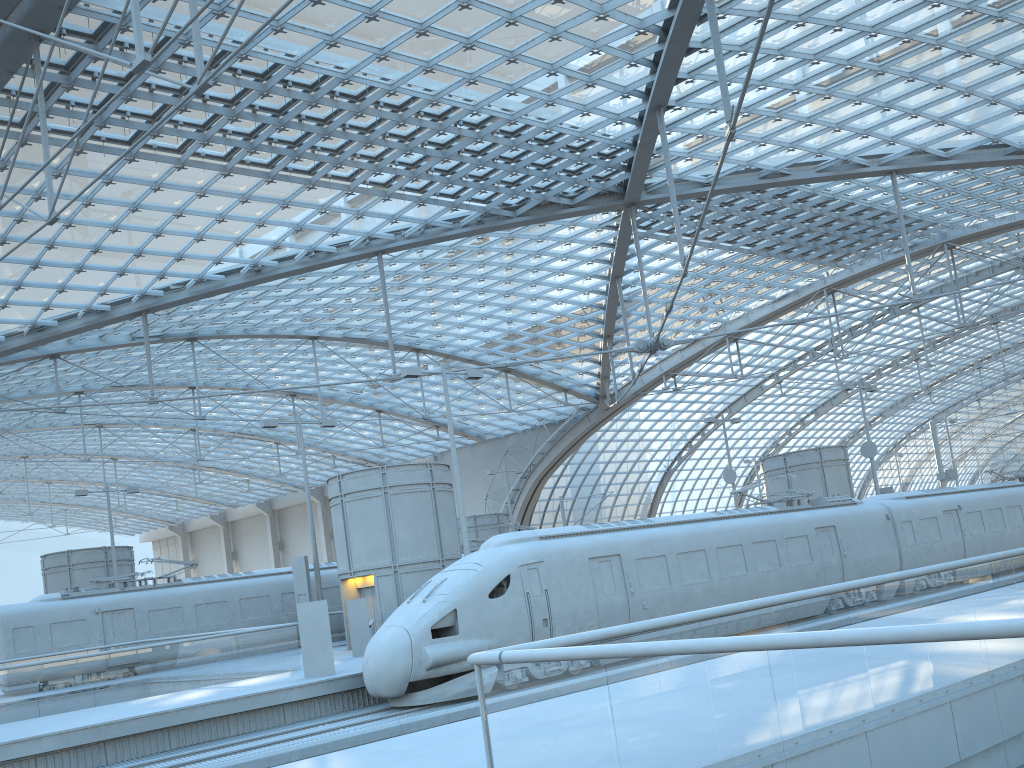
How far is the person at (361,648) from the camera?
23.4 meters

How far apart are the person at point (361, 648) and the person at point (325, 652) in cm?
427

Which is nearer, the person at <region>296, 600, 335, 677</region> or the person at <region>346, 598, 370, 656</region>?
the person at <region>296, 600, 335, 677</region>

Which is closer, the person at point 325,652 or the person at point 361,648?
the person at point 325,652

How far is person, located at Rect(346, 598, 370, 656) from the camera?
23.4m

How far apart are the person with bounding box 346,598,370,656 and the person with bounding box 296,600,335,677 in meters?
4.3

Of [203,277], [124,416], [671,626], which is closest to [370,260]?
[203,277]
